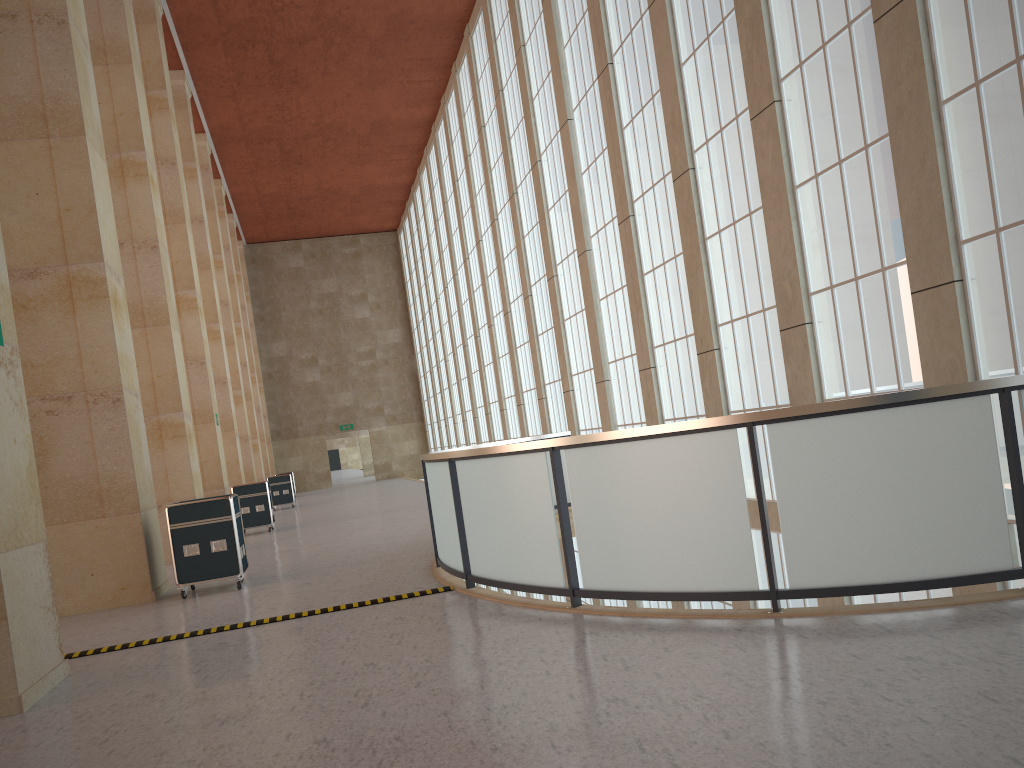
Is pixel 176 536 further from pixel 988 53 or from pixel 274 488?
pixel 274 488

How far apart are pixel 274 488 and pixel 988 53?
34.3m

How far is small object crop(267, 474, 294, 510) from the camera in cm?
3925

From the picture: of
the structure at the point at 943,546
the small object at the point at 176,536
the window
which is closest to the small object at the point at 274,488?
the window

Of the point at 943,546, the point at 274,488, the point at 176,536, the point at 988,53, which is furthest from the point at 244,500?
the point at 943,546

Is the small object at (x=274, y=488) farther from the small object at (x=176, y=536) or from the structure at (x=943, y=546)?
the small object at (x=176, y=536)

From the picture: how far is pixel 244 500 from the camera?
26.1m

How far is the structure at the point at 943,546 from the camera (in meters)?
7.18

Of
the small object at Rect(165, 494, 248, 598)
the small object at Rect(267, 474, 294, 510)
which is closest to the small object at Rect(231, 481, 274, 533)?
the small object at Rect(165, 494, 248, 598)

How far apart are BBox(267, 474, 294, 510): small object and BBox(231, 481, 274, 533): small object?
13.3 meters
